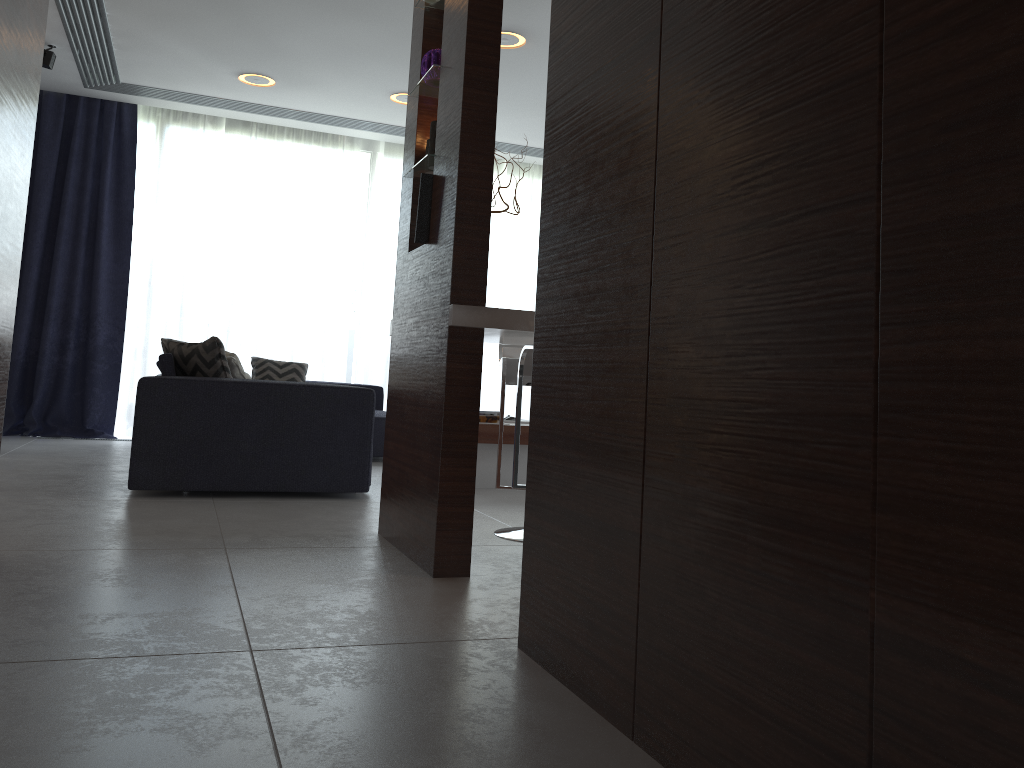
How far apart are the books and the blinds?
2.7m

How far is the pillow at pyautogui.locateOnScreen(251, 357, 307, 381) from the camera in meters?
6.4

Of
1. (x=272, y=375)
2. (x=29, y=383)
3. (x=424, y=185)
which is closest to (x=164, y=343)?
(x=272, y=375)

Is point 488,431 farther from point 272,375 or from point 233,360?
point 272,375

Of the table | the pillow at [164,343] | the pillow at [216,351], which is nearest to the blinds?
the pillow at [164,343]

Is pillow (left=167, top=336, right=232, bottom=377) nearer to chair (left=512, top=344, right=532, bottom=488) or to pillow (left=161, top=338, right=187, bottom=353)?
chair (left=512, top=344, right=532, bottom=488)

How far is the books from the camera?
4.7 meters

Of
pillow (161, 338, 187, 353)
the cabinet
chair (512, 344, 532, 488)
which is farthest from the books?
pillow (161, 338, 187, 353)

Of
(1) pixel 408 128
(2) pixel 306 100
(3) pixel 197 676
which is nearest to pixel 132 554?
(3) pixel 197 676

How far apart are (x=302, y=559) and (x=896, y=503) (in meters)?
2.05
